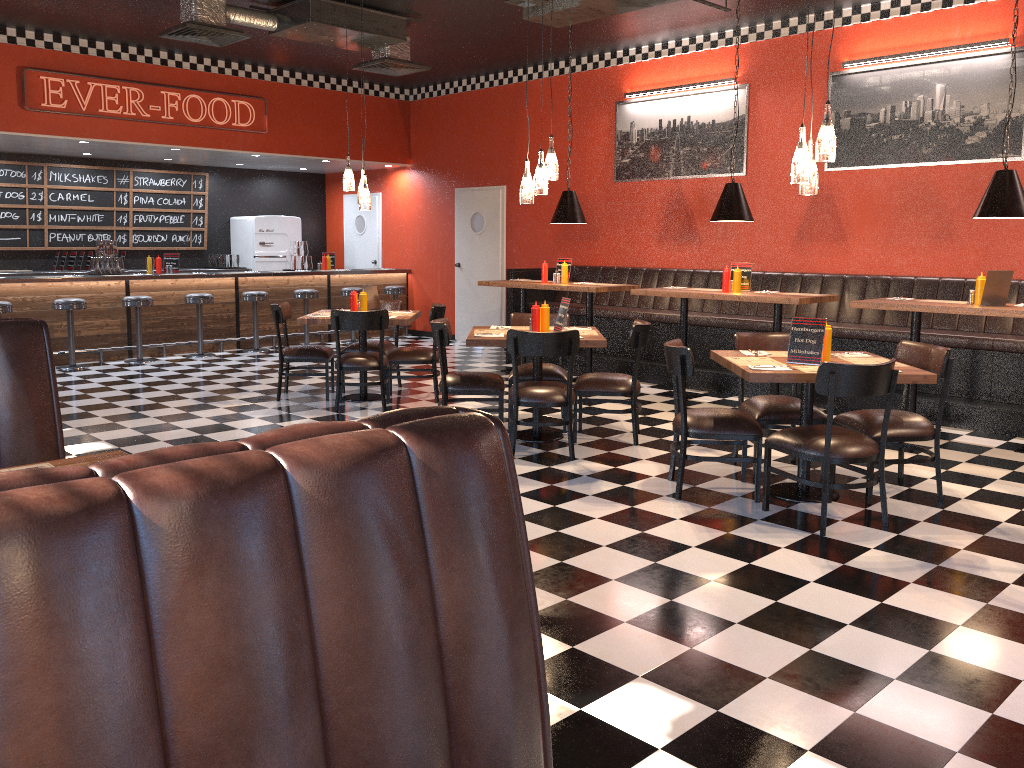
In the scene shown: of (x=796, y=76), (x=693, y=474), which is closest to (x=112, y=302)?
(x=693, y=474)

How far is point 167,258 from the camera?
11.3 meters

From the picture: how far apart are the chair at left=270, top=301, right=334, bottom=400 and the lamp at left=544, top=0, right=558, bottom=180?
2.82m

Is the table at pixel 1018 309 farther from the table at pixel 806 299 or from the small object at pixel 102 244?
the small object at pixel 102 244

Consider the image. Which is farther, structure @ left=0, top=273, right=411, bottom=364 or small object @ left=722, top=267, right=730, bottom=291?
structure @ left=0, top=273, right=411, bottom=364

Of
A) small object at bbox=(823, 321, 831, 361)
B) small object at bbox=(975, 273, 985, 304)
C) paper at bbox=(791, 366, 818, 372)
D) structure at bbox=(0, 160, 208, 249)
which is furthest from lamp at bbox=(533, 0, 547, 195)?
structure at bbox=(0, 160, 208, 249)

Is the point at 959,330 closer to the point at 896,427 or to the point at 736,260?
the point at 736,260

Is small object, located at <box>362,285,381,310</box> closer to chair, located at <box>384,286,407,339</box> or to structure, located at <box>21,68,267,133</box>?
structure, located at <box>21,68,267,133</box>

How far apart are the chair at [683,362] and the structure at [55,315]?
7.6m

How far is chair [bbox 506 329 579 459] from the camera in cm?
574
